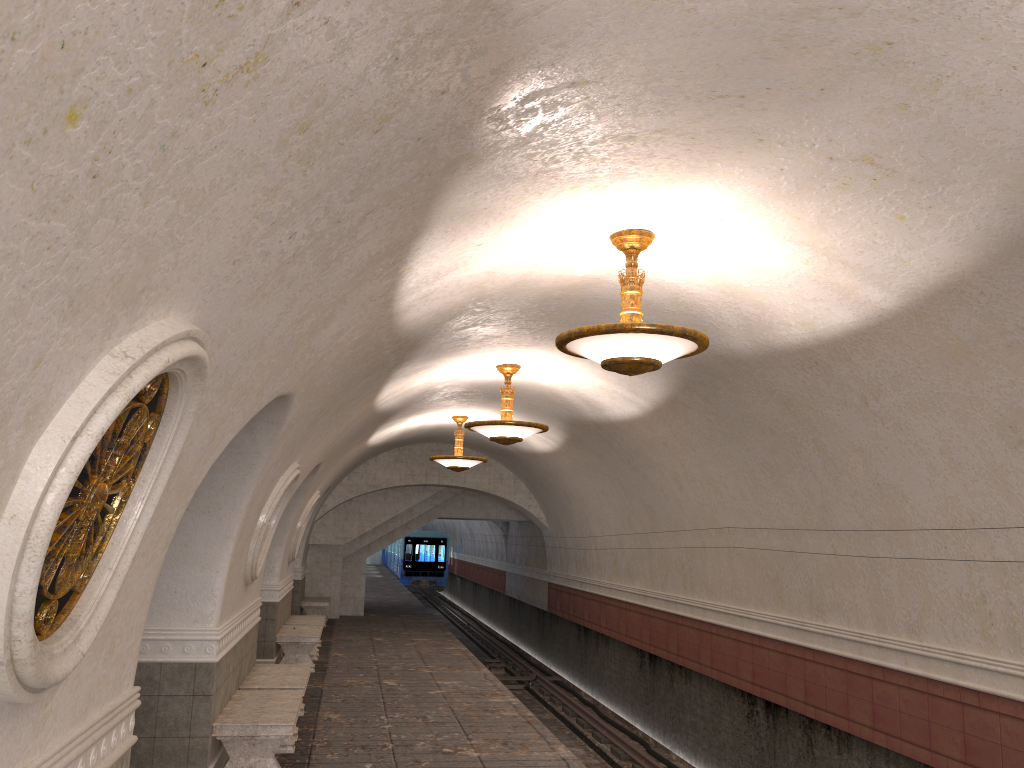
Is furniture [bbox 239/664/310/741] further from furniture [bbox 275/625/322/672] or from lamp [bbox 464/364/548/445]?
lamp [bbox 464/364/548/445]

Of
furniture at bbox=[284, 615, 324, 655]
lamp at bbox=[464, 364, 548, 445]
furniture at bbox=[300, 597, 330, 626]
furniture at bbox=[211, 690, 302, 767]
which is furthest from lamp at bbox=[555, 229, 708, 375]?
furniture at bbox=[300, 597, 330, 626]

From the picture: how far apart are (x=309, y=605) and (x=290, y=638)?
6.3 meters

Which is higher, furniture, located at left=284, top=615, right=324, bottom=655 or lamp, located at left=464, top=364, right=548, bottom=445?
lamp, located at left=464, top=364, right=548, bottom=445

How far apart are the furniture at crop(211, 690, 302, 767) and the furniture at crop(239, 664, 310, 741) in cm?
37

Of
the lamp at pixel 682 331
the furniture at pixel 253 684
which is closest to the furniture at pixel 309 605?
the furniture at pixel 253 684

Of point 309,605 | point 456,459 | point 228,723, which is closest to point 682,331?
point 228,723

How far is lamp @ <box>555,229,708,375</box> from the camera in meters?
5.4 m

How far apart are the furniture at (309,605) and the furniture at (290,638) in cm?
502

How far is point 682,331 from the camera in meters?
5.4 m
